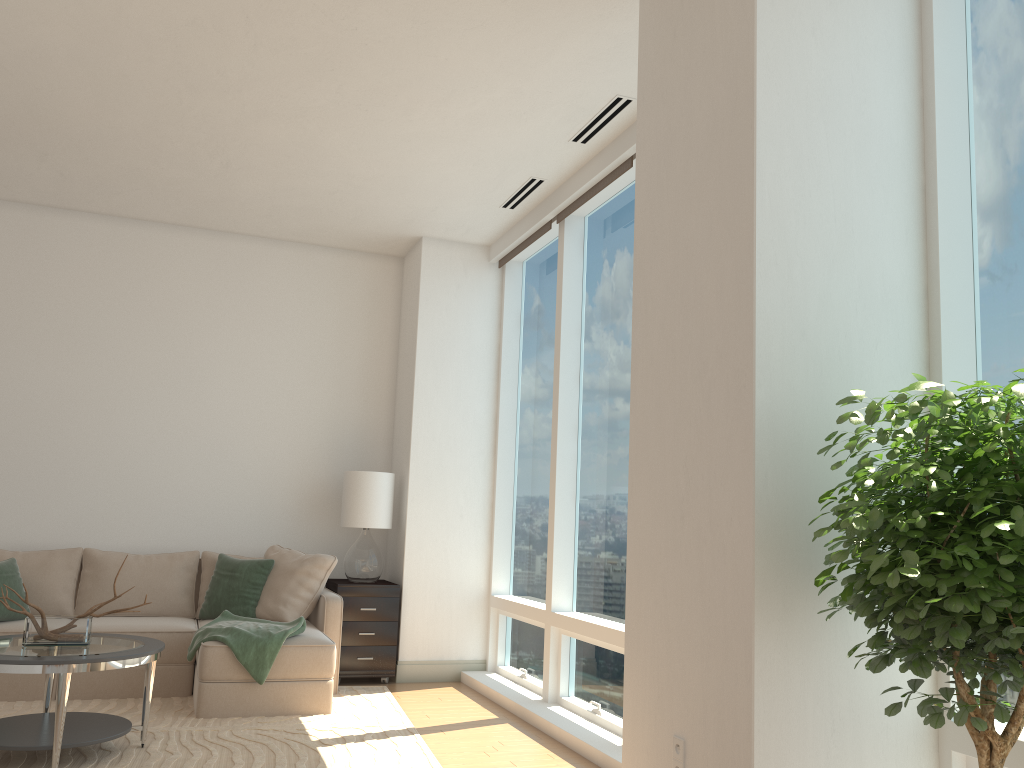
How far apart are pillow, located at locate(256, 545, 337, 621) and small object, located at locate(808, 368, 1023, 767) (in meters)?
4.28

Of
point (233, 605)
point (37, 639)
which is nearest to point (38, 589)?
point (233, 605)

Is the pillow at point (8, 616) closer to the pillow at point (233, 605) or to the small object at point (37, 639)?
the pillow at point (233, 605)

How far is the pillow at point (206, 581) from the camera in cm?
638

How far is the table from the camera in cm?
383

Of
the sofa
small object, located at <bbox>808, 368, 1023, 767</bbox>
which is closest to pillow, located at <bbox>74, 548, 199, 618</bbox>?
the sofa

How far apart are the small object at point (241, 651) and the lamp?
1.04m

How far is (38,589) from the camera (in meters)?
5.93

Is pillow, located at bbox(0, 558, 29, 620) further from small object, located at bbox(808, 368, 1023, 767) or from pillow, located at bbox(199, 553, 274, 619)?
small object, located at bbox(808, 368, 1023, 767)

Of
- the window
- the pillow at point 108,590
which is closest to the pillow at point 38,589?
the pillow at point 108,590
